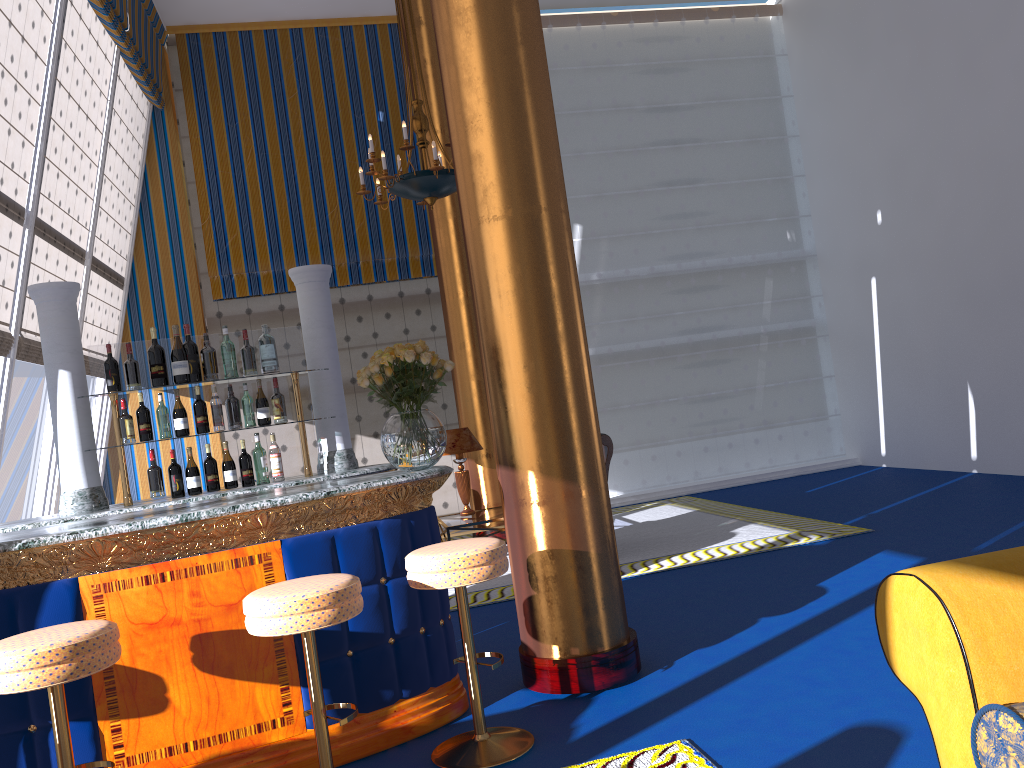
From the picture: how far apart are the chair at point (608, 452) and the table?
1.22m

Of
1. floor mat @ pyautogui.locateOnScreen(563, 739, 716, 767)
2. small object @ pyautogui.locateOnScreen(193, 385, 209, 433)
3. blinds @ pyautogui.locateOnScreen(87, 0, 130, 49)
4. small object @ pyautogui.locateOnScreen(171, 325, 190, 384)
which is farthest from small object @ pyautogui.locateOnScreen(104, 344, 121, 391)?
blinds @ pyautogui.locateOnScreen(87, 0, 130, 49)

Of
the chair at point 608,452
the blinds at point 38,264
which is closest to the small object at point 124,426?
the blinds at point 38,264

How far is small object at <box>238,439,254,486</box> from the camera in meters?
4.5 m

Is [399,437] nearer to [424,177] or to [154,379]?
[154,379]

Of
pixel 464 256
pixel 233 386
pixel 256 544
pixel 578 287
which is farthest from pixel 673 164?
pixel 256 544

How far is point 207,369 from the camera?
5.4 meters

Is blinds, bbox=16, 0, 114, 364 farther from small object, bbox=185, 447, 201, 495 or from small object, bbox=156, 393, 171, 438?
small object, bbox=185, 447, 201, 495

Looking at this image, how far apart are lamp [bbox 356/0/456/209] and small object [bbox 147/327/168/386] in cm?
262

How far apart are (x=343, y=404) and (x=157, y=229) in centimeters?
584cm
